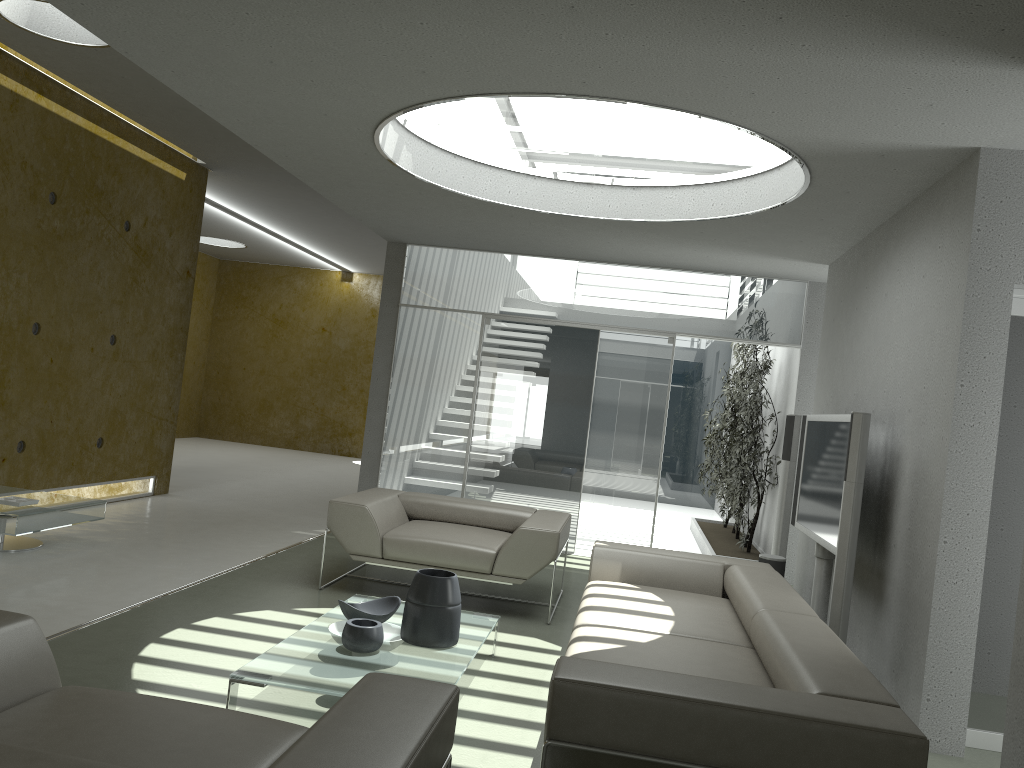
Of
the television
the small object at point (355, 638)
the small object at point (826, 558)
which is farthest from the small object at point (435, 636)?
the small object at point (826, 558)

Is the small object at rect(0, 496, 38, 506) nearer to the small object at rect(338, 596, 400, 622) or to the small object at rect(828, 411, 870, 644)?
the small object at rect(338, 596, 400, 622)

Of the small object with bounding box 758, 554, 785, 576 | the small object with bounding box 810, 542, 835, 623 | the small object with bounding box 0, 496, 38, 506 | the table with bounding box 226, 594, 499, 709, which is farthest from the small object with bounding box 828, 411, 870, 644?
the small object with bounding box 0, 496, 38, 506

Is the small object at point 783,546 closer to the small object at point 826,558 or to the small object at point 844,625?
the small object at point 826,558

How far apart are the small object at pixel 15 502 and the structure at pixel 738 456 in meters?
5.6 m

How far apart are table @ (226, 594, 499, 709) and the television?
1.9m

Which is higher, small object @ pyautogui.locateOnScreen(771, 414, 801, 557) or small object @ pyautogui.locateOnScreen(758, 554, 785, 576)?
small object @ pyautogui.locateOnScreen(771, 414, 801, 557)

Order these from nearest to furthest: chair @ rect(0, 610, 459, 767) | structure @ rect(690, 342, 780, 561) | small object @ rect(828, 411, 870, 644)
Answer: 1. chair @ rect(0, 610, 459, 767)
2. small object @ rect(828, 411, 870, 644)
3. structure @ rect(690, 342, 780, 561)

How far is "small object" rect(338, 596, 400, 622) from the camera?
4.04m

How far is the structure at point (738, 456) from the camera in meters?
8.4
